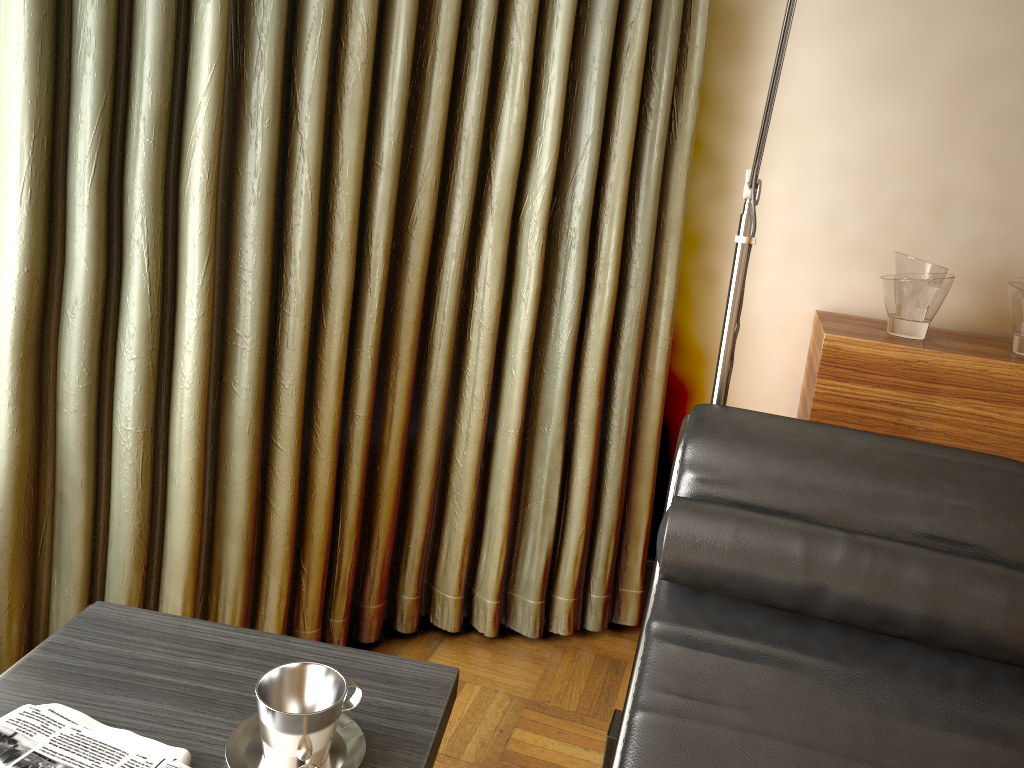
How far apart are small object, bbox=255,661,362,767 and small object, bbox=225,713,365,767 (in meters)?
0.01

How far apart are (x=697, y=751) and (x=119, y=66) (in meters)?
1.48

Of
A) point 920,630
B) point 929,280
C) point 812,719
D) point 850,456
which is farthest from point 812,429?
point 929,280

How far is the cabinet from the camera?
1.9m

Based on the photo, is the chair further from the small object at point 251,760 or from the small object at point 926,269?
the small object at point 926,269

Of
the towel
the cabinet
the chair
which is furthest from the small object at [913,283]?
the towel

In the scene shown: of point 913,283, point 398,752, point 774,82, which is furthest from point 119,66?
point 913,283

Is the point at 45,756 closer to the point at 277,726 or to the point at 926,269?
the point at 277,726

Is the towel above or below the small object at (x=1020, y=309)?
below

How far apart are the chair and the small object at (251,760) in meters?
0.4
